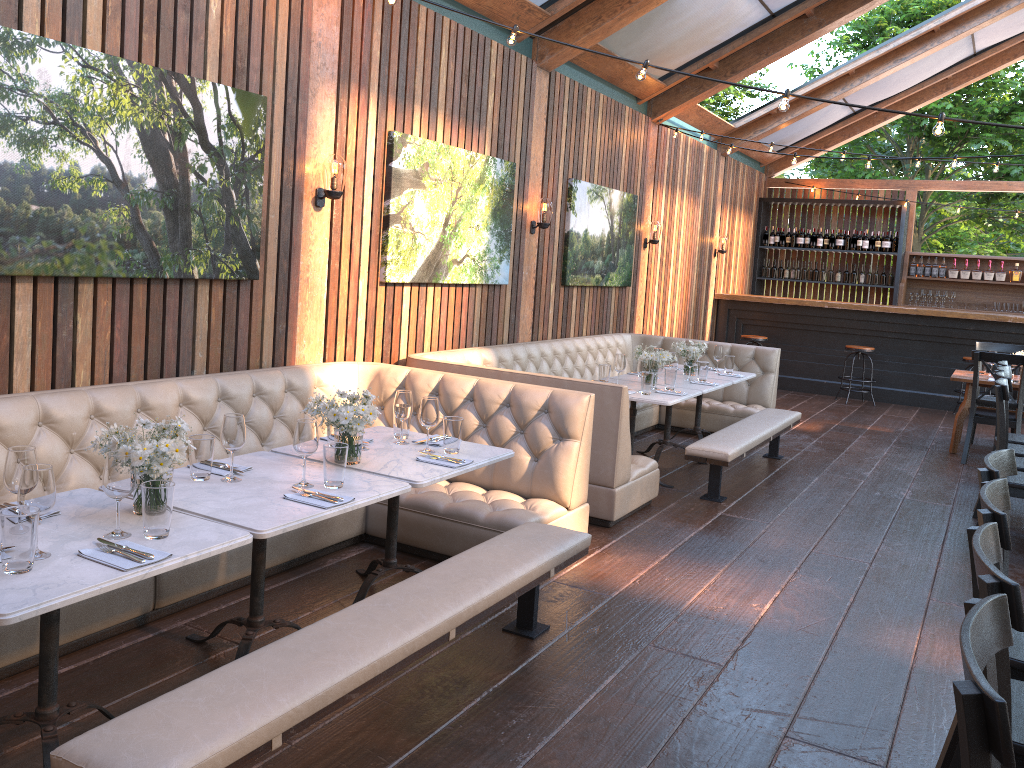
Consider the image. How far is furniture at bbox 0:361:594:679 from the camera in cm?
356

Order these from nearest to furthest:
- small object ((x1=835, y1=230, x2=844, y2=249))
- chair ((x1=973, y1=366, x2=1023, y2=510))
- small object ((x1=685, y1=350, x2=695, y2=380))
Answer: chair ((x1=973, y1=366, x2=1023, y2=510)) < small object ((x1=685, y1=350, x2=695, y2=380)) < small object ((x1=835, y1=230, x2=844, y2=249))

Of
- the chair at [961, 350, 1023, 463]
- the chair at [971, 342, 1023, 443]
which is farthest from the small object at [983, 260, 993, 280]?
the chair at [961, 350, 1023, 463]

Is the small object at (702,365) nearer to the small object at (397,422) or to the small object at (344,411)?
the small object at (397,422)

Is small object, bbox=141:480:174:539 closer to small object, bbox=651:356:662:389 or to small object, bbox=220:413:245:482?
small object, bbox=220:413:245:482

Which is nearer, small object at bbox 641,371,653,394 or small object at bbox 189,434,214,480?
small object at bbox 189,434,214,480

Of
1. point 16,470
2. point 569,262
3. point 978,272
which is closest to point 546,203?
point 569,262

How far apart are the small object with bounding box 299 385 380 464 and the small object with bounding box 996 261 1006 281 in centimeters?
1209cm

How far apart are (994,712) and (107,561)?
2.11m

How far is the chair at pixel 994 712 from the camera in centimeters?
118cm
